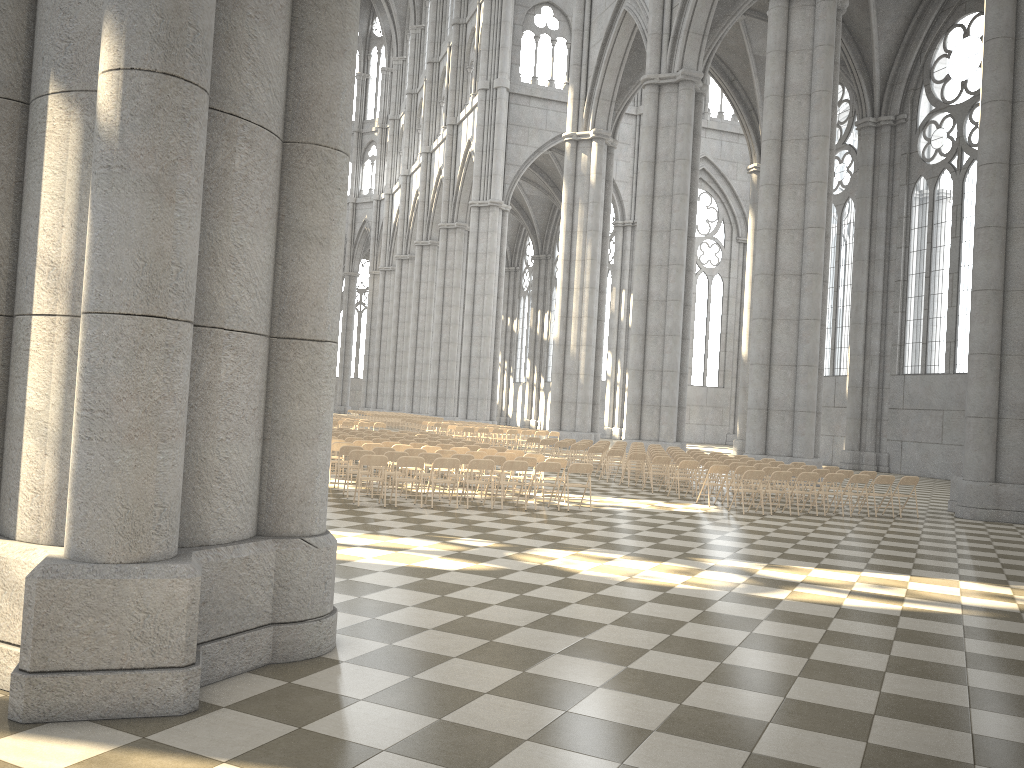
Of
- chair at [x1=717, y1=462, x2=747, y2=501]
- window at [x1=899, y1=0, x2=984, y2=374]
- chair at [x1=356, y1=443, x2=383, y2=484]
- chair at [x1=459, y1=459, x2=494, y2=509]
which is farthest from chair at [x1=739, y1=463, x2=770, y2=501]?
window at [x1=899, y1=0, x2=984, y2=374]

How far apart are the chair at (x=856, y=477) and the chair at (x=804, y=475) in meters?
0.9

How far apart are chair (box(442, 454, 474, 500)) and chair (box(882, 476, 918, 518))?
8.4 meters

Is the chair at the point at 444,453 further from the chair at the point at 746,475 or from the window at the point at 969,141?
the window at the point at 969,141

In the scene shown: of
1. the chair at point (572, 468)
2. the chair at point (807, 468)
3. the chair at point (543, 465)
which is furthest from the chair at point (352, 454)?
the chair at point (807, 468)

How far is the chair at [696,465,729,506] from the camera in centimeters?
1706cm

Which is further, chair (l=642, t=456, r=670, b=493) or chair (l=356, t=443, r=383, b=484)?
chair (l=642, t=456, r=670, b=493)

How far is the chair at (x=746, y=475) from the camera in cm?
1596

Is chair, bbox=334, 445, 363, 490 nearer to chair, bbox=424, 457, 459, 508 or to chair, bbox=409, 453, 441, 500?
chair, bbox=409, 453, 441, 500

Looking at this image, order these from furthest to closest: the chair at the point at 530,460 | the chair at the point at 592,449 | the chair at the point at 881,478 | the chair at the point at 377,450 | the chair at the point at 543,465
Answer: the chair at the point at 592,449 → the chair at the point at 881,478 → the chair at the point at 377,450 → the chair at the point at 530,460 → the chair at the point at 543,465
